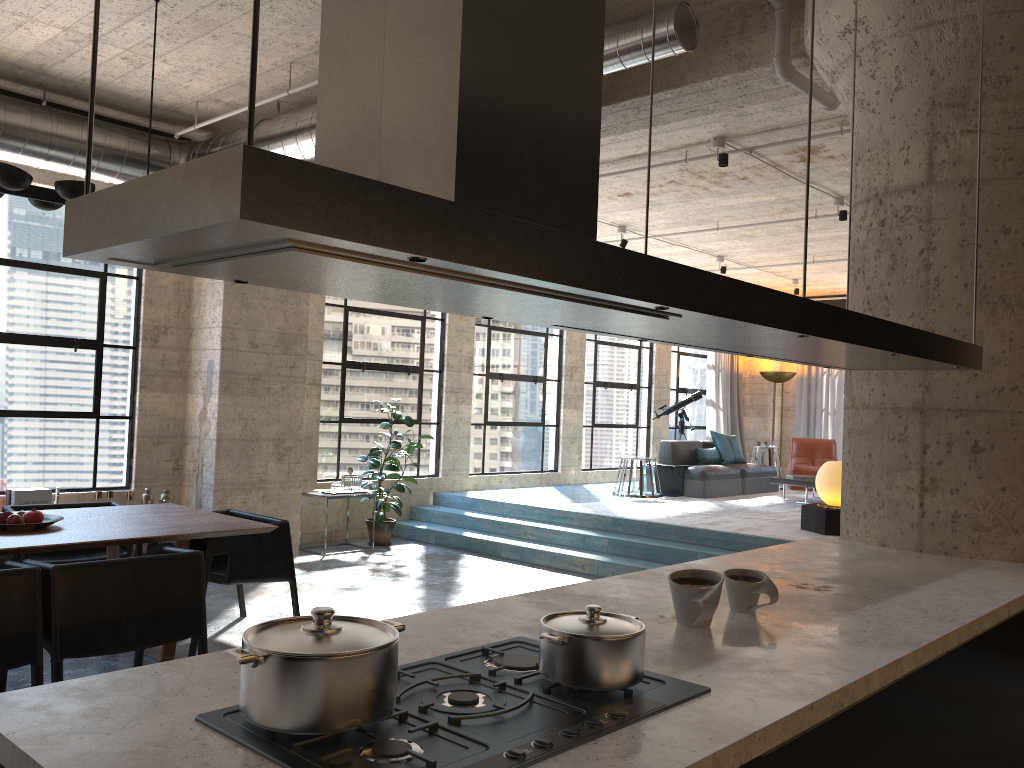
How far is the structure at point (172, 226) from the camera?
1.2 meters

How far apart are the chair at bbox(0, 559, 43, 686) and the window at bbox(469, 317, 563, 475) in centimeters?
736cm

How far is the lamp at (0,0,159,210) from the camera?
4.39m

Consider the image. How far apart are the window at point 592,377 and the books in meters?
7.5 m

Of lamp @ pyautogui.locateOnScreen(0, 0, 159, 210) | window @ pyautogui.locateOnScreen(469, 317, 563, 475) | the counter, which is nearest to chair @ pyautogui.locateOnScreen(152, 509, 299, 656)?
lamp @ pyautogui.locateOnScreen(0, 0, 159, 210)

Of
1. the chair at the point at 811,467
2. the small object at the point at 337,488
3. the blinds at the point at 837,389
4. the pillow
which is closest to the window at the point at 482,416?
the pillow

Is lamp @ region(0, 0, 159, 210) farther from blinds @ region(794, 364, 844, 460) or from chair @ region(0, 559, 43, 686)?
blinds @ region(794, 364, 844, 460)

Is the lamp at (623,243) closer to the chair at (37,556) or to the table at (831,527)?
the table at (831,527)

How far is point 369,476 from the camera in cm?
991

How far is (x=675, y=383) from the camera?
14.54m
